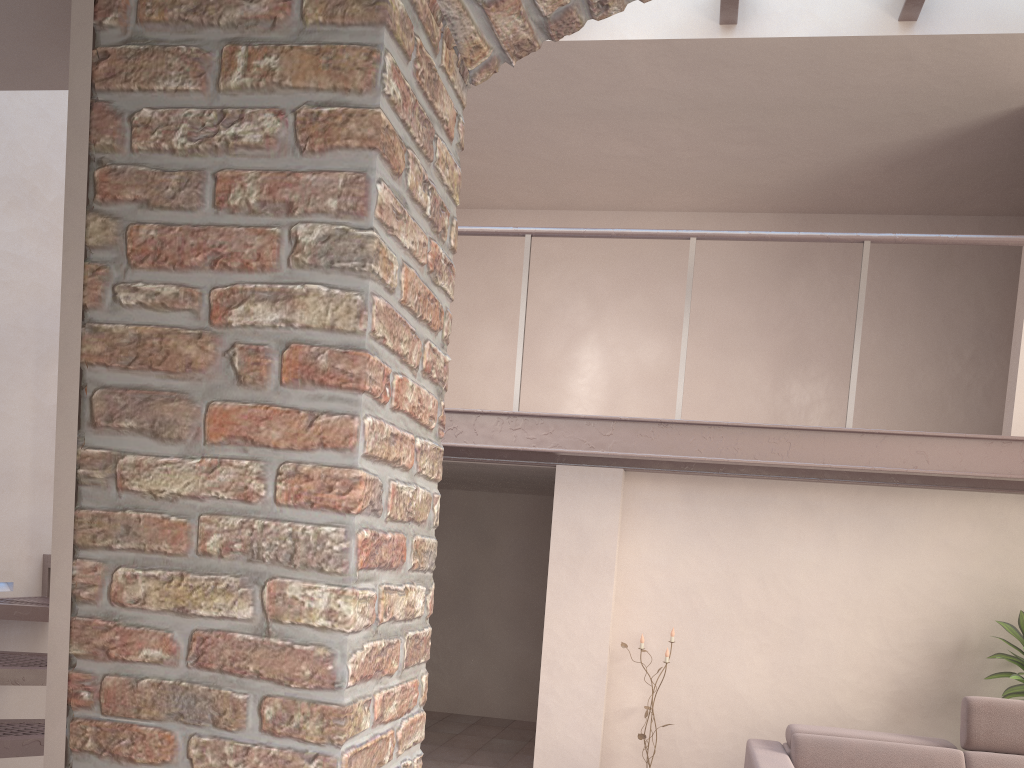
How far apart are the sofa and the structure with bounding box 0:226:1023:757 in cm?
116

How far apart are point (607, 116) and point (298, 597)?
5.54m

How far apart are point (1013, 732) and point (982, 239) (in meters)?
2.51

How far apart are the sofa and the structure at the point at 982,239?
1.16m

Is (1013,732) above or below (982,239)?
below

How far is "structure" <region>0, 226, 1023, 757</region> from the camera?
4.29m

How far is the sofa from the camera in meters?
4.3

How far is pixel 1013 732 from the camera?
4.3m

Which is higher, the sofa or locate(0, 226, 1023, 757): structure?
locate(0, 226, 1023, 757): structure
